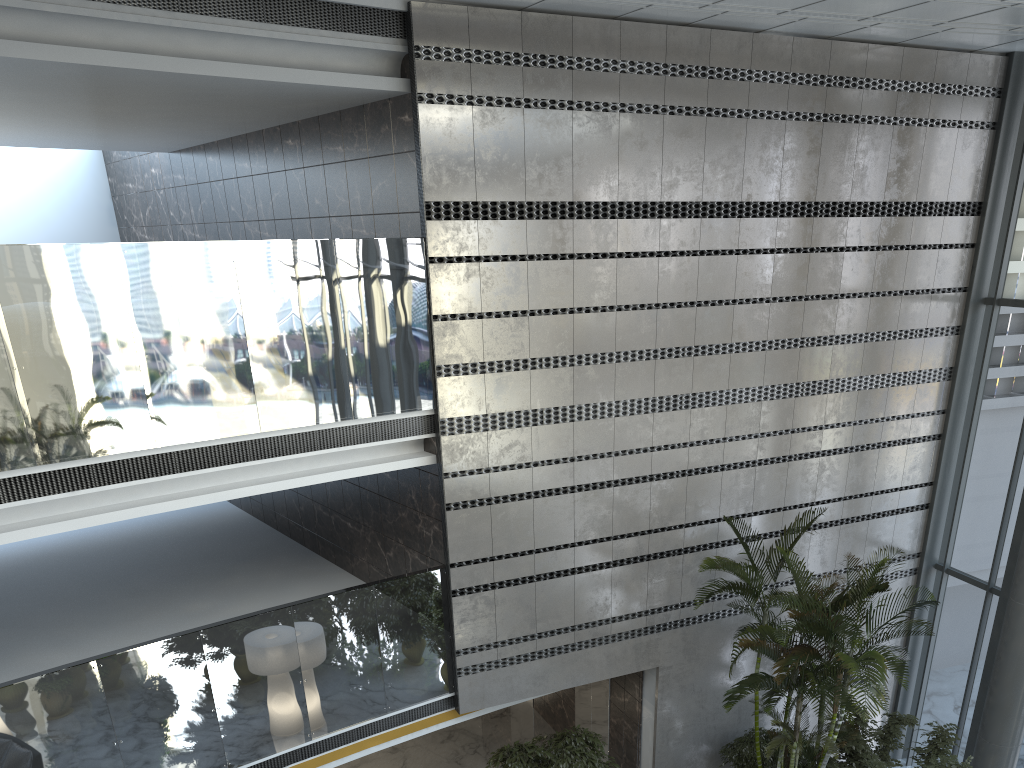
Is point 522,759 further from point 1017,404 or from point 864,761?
point 1017,404

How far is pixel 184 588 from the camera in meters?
9.8 m

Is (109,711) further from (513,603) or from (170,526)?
(170,526)

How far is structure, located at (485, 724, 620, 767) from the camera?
8.62m

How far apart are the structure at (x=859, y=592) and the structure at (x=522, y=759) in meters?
1.8

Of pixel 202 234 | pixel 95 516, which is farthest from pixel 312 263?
pixel 202 234

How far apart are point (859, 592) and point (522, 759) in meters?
3.8

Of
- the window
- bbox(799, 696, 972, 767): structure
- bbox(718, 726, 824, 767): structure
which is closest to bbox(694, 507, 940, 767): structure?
bbox(799, 696, 972, 767): structure

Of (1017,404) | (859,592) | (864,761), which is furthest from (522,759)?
(1017,404)

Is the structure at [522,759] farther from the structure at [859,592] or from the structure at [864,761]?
the structure at [864,761]
